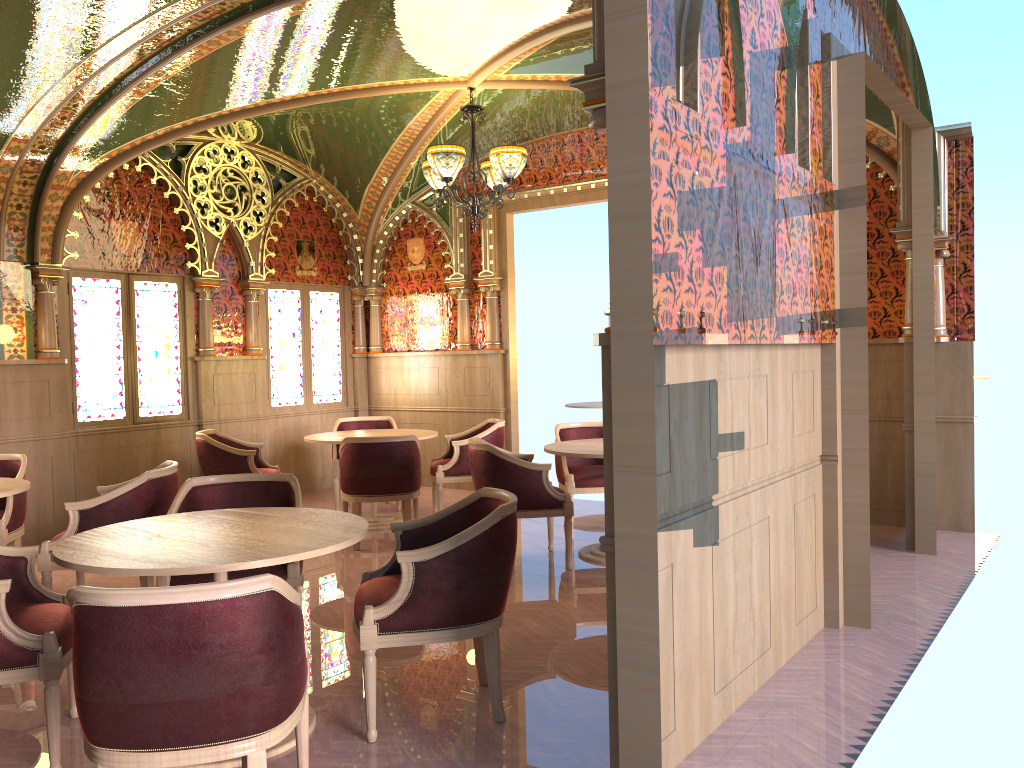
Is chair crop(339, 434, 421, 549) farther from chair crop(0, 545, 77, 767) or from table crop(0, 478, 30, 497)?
chair crop(0, 545, 77, 767)

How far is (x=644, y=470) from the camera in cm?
247

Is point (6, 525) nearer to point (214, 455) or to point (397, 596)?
point (214, 455)

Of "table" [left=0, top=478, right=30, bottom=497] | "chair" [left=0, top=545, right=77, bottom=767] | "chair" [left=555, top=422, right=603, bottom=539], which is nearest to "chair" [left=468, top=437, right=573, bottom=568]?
"chair" [left=555, top=422, right=603, bottom=539]

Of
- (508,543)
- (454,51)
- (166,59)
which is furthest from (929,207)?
(166,59)

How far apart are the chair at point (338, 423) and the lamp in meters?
2.5

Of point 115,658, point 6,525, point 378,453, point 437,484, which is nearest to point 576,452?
point 378,453

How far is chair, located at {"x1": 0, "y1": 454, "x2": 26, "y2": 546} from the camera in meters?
5.4

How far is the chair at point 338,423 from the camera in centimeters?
864cm

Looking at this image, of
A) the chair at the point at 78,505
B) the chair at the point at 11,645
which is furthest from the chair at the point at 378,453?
Answer: the chair at the point at 11,645
